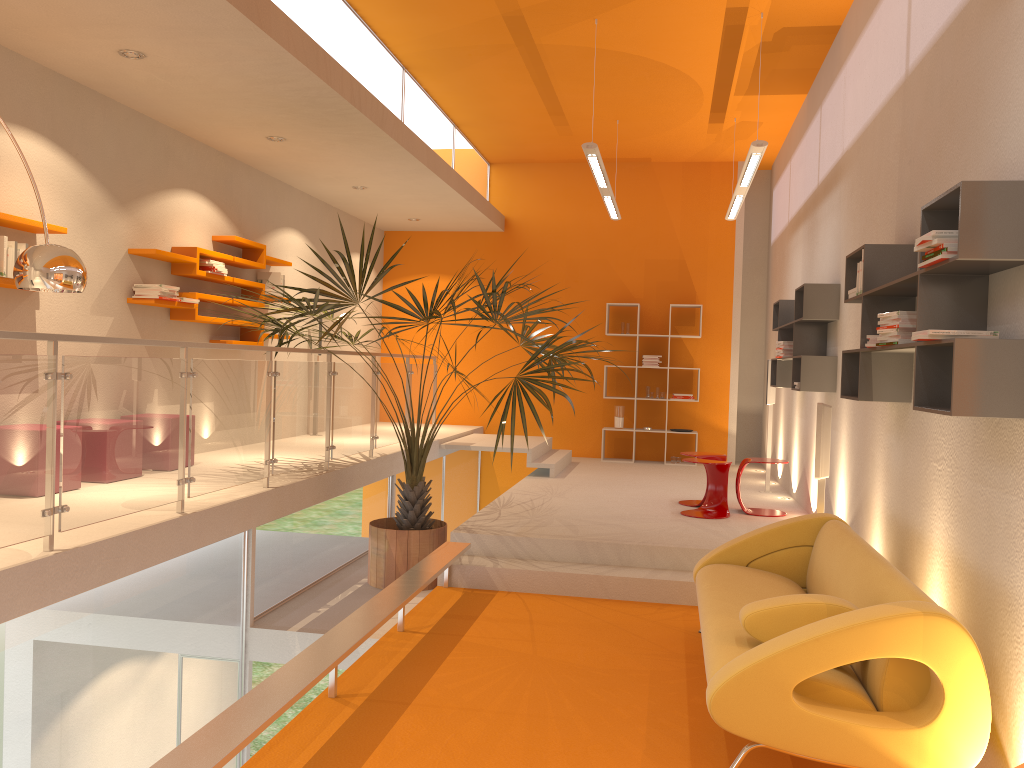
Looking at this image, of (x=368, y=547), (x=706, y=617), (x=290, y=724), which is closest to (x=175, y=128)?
(x=368, y=547)

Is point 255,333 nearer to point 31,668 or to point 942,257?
point 31,668

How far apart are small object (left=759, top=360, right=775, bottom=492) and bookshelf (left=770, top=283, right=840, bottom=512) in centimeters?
33cm

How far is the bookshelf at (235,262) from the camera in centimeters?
763cm

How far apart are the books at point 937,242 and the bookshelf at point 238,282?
5.80m

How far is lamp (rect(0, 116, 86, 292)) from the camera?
4.09m

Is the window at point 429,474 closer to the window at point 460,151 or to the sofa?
the window at point 460,151

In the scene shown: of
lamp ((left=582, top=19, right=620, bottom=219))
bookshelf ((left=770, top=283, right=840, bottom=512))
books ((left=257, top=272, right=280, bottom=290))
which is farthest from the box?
books ((left=257, top=272, right=280, bottom=290))

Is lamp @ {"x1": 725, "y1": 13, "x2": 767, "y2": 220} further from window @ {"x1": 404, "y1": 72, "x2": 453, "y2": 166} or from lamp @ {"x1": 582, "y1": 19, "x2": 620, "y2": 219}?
window @ {"x1": 404, "y1": 72, "x2": 453, "y2": 166}

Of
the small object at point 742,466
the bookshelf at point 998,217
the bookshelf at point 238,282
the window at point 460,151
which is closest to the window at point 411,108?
the window at point 460,151
